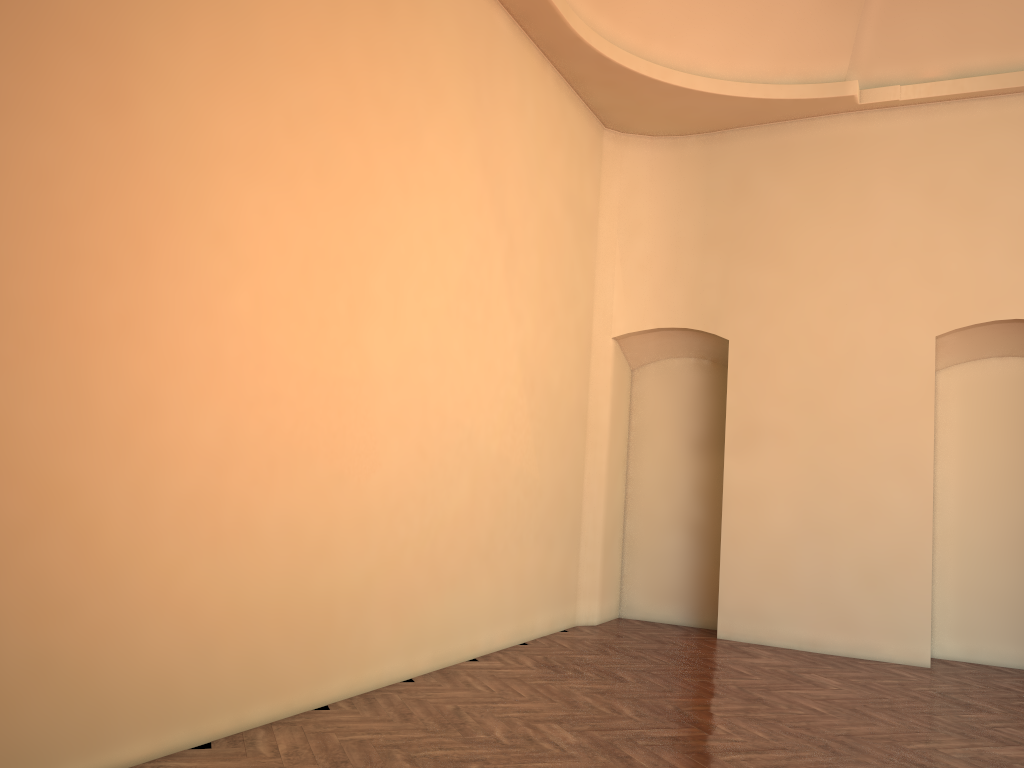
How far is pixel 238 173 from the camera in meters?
4.6

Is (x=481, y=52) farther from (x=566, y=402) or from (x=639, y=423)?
(x=639, y=423)

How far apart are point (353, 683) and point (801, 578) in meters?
4.8
